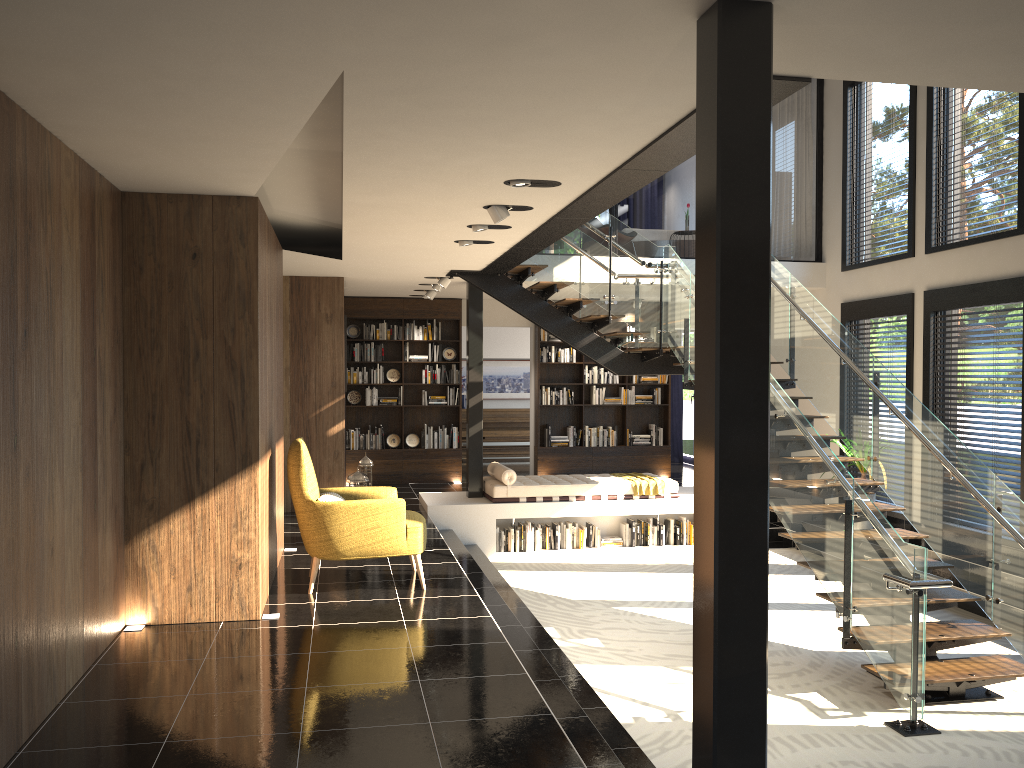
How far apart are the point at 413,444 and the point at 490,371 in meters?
4.2 m

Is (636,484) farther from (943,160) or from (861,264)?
(943,160)

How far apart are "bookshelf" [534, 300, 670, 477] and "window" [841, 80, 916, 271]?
3.53m

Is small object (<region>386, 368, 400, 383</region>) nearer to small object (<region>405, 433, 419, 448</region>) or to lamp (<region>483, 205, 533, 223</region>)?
small object (<region>405, 433, 419, 448</region>)

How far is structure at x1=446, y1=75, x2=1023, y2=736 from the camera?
5.48m

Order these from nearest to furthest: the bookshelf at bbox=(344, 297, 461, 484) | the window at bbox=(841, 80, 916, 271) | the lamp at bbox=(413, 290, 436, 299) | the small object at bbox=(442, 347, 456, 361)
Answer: the window at bbox=(841, 80, 916, 271) < the lamp at bbox=(413, 290, 436, 299) < the bookshelf at bbox=(344, 297, 461, 484) < the small object at bbox=(442, 347, 456, 361)

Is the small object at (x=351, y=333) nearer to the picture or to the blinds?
the picture

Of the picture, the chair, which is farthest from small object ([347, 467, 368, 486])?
the picture

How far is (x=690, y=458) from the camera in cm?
1594

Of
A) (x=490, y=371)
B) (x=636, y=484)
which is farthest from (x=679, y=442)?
(x=636, y=484)
